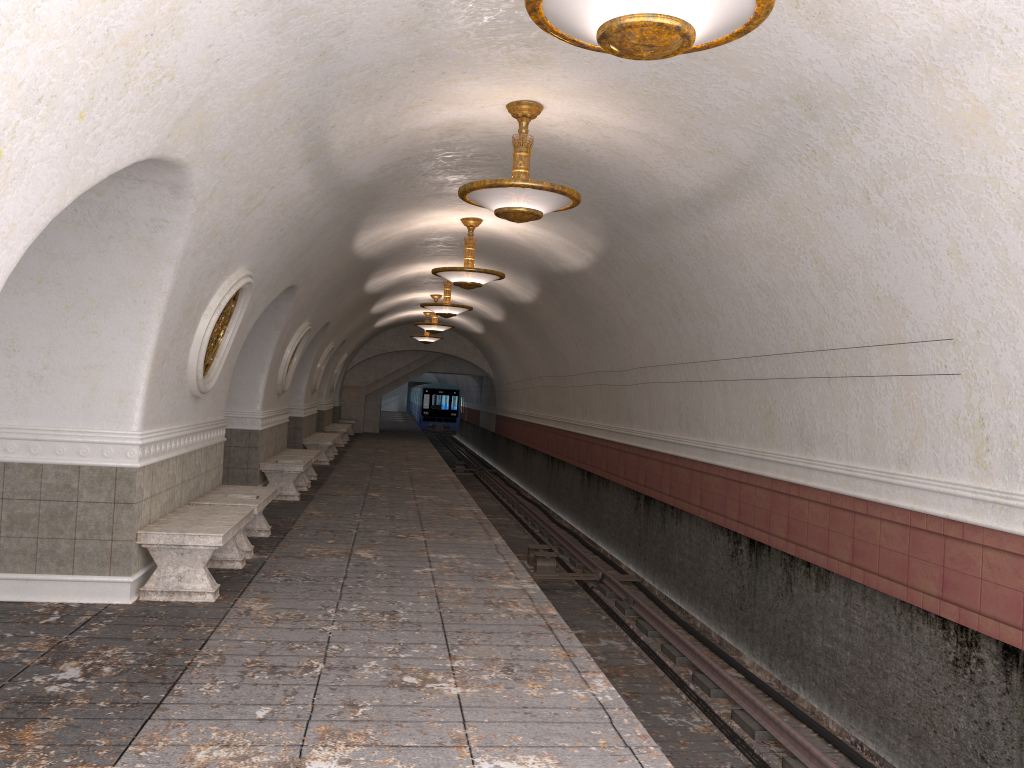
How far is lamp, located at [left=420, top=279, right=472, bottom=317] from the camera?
16.45m

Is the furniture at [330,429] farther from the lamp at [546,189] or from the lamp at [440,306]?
the lamp at [546,189]

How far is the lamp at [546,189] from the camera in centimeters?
681cm

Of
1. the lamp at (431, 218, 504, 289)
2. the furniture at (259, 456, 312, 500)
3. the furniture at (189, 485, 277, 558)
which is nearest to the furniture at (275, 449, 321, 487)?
the furniture at (259, 456, 312, 500)

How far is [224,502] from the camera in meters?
8.2 m

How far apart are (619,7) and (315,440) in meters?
15.8

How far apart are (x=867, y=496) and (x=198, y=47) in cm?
573

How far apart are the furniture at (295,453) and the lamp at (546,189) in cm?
795

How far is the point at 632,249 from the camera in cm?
1042

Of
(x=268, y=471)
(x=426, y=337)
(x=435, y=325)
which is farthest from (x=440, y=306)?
(x=426, y=337)
